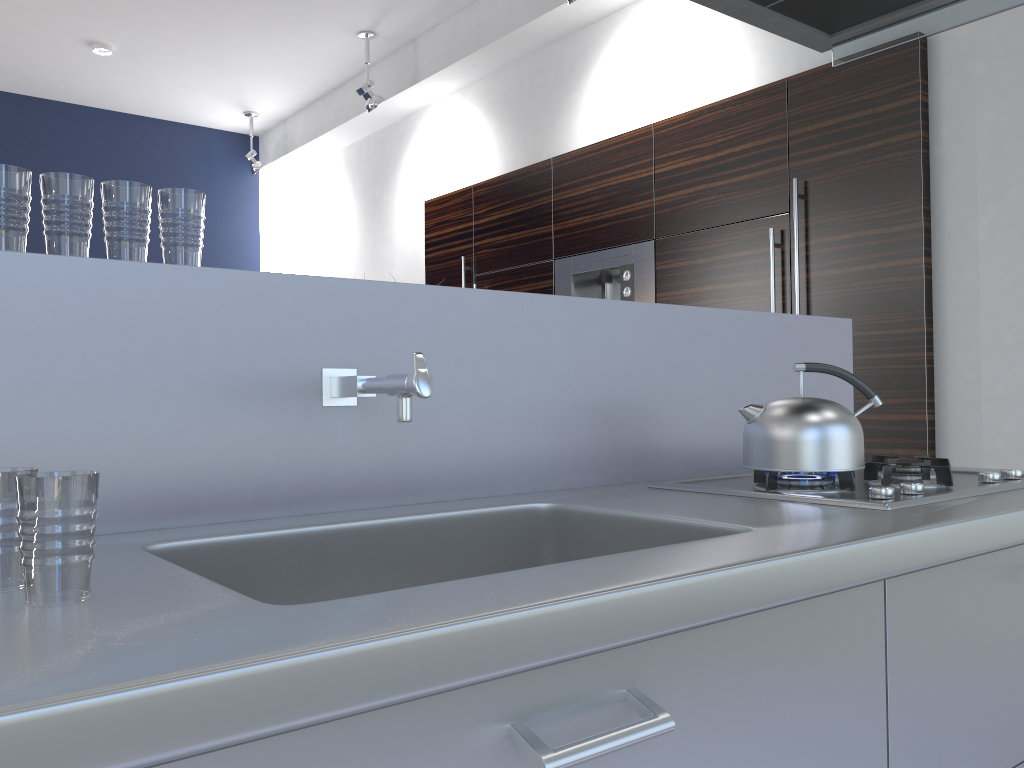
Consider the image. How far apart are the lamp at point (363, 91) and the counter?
4.19m

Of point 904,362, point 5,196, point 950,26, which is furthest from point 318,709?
point 904,362

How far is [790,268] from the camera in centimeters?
392cm

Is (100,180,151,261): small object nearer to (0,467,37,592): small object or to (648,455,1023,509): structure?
(0,467,37,592): small object

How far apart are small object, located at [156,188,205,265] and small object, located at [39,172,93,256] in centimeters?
10cm

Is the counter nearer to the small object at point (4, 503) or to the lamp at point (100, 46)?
the small object at point (4, 503)

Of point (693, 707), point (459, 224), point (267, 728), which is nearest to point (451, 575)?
point (693, 707)

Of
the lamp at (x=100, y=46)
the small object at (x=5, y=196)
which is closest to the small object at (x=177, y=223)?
the small object at (x=5, y=196)

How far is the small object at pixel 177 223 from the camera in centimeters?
134cm

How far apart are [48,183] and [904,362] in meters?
3.2 m
